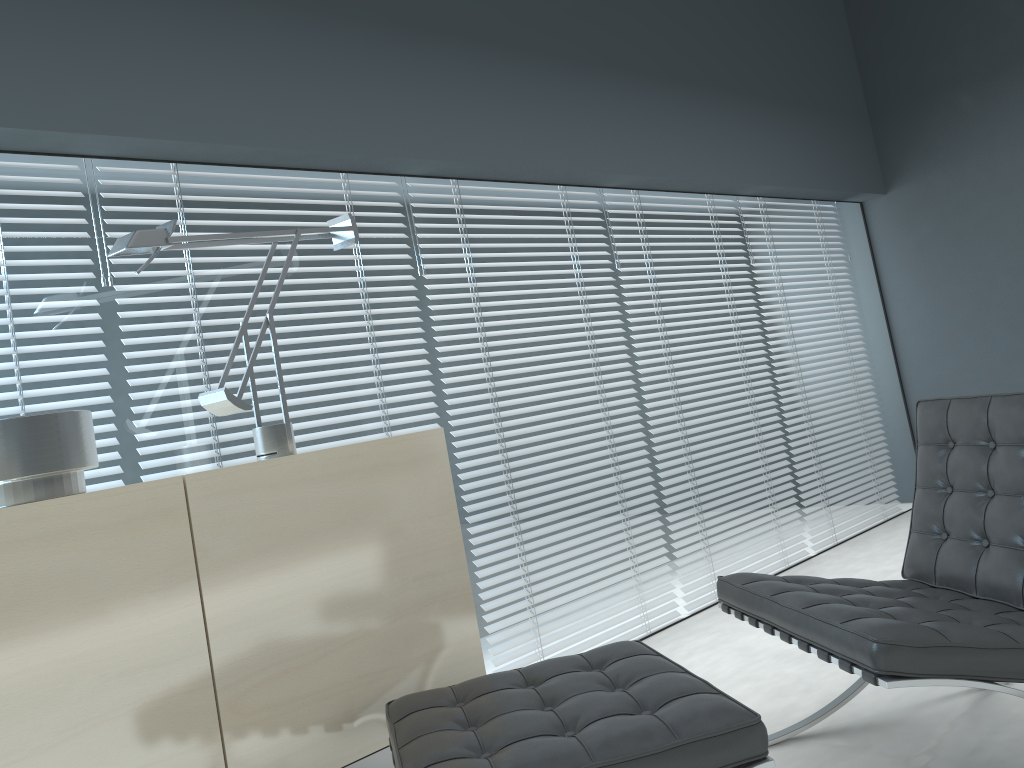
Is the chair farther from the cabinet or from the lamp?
the lamp

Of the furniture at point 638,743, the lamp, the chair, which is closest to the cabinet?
the furniture at point 638,743

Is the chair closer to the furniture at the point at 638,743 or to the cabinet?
the furniture at the point at 638,743

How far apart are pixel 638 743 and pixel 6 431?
1.3m

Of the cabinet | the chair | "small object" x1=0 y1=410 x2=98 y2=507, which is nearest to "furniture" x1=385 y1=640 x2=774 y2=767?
the cabinet

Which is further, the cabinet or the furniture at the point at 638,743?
the cabinet

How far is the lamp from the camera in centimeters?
191cm

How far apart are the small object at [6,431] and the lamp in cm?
27

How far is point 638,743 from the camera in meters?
1.4

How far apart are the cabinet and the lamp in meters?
0.2
